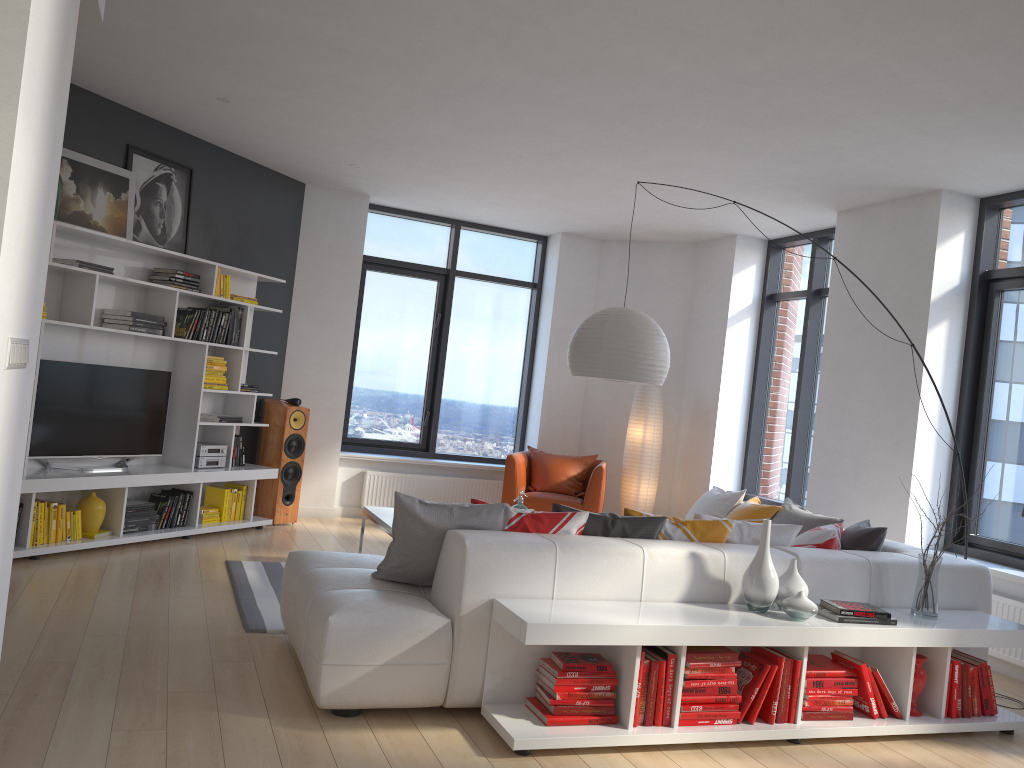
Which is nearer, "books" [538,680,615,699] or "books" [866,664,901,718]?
"books" [538,680,615,699]

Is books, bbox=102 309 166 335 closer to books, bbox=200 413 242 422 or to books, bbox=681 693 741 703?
books, bbox=200 413 242 422

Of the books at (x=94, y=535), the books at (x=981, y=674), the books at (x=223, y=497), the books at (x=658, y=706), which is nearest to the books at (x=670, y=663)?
the books at (x=658, y=706)

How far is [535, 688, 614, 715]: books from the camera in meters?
3.4 m

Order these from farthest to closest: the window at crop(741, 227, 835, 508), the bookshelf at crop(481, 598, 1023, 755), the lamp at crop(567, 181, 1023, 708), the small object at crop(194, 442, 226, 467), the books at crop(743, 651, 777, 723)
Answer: the window at crop(741, 227, 835, 508) < the small object at crop(194, 442, 226, 467) < the lamp at crop(567, 181, 1023, 708) < the books at crop(743, 651, 777, 723) < the bookshelf at crop(481, 598, 1023, 755)

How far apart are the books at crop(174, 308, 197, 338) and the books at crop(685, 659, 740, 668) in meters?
4.5

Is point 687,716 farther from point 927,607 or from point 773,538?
point 927,607

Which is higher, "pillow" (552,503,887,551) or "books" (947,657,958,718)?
"pillow" (552,503,887,551)

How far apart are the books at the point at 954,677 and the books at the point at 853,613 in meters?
0.5 m

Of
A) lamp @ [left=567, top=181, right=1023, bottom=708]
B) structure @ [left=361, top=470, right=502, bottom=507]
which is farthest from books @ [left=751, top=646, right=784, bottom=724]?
structure @ [left=361, top=470, right=502, bottom=507]
